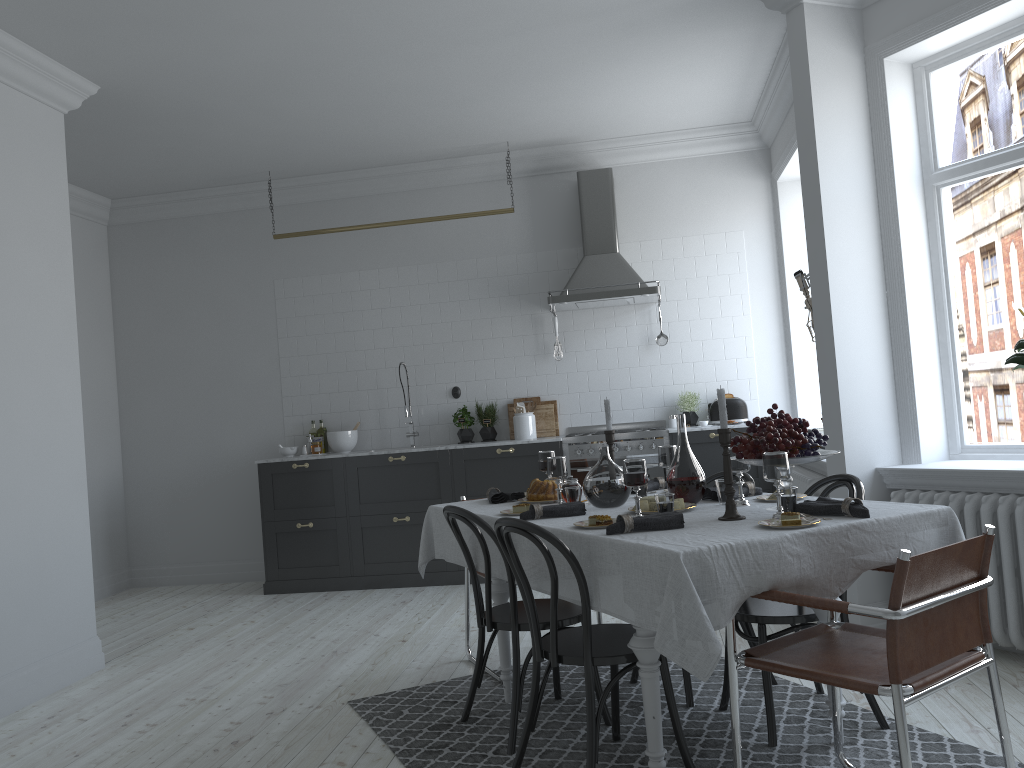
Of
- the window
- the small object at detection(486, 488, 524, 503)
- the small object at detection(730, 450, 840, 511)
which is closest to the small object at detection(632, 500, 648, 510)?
the small object at detection(730, 450, 840, 511)

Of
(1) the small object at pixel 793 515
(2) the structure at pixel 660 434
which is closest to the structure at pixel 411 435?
(2) the structure at pixel 660 434

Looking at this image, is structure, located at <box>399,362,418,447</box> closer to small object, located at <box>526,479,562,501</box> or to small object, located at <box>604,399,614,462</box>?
small object, located at <box>526,479,562,501</box>

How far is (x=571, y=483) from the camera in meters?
3.8

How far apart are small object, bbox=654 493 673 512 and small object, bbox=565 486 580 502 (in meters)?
0.57

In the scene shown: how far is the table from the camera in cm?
234

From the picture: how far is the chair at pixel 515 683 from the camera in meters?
3.3

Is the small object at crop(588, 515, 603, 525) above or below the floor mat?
above

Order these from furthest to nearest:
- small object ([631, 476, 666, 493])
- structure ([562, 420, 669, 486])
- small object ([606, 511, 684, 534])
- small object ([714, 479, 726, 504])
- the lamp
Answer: structure ([562, 420, 669, 486]) < the lamp < small object ([631, 476, 666, 493]) < small object ([714, 479, 726, 504]) < small object ([606, 511, 684, 534])

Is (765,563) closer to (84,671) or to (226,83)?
(84,671)
